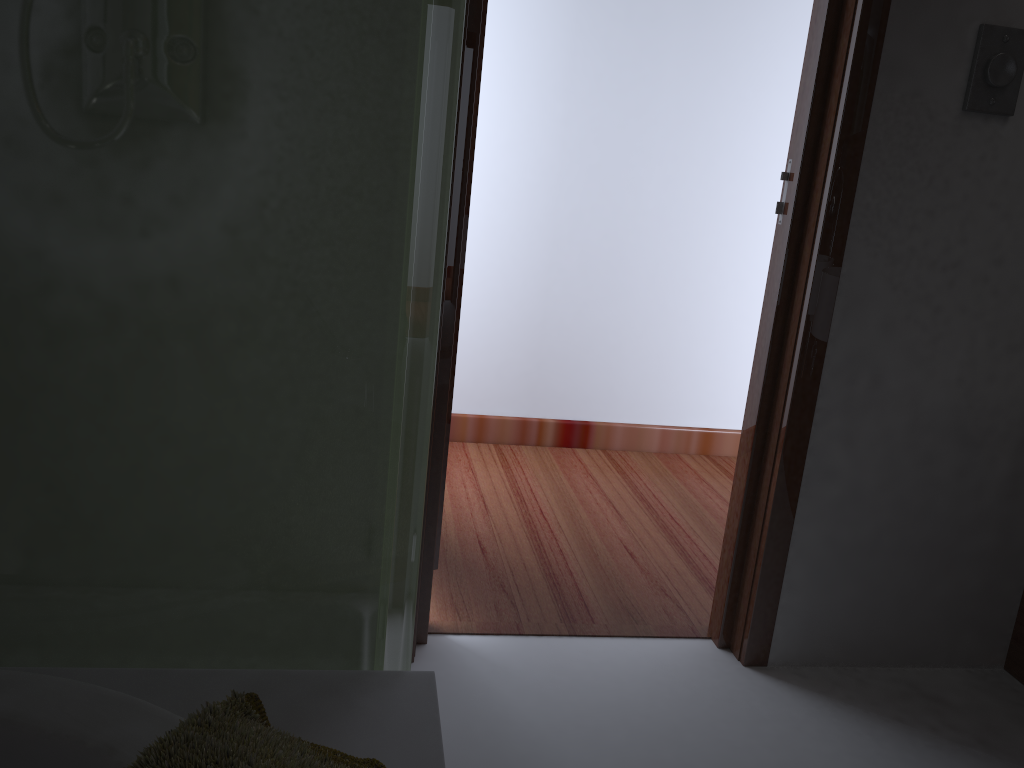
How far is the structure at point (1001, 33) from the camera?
1.74m

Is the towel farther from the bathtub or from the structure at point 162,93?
the structure at point 162,93

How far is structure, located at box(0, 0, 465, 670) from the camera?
0.88m

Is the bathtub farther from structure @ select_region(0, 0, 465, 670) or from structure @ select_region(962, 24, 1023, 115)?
structure @ select_region(962, 24, 1023, 115)

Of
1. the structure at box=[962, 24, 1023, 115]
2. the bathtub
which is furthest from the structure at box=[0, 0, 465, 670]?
the structure at box=[962, 24, 1023, 115]

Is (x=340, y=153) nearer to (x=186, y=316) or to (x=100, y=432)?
(x=186, y=316)

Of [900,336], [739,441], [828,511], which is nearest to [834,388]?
[900,336]

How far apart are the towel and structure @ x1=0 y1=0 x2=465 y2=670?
0.1 meters

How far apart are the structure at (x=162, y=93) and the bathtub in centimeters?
8cm

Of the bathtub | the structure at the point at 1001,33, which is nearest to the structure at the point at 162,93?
the bathtub
